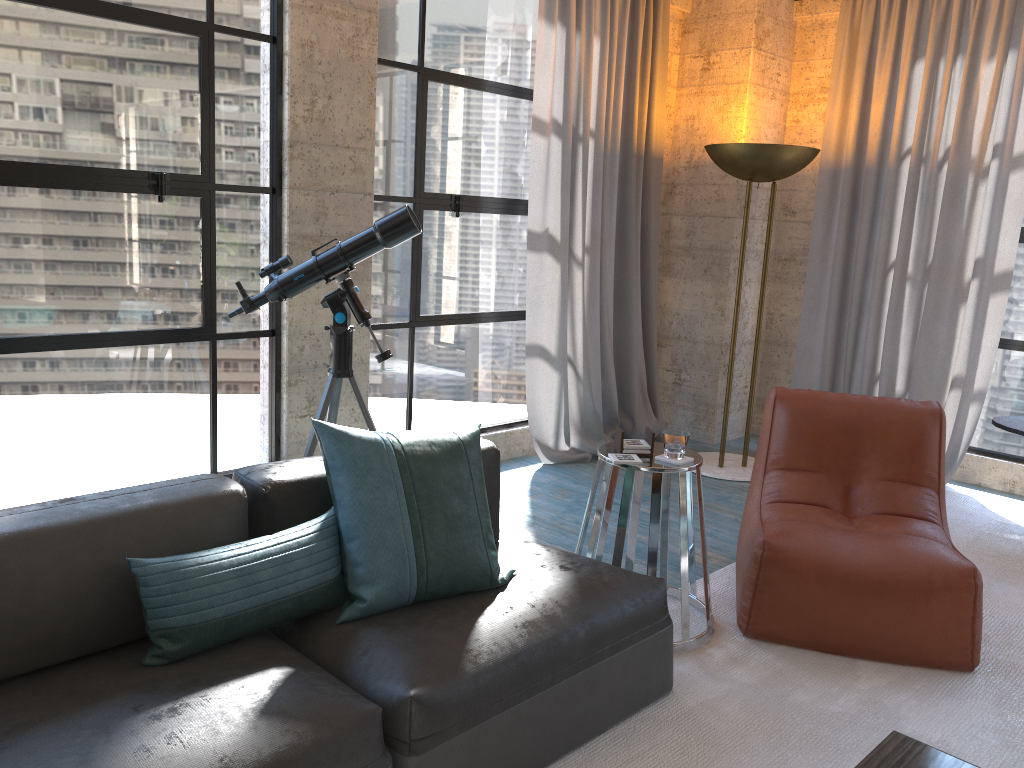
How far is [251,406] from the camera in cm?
396

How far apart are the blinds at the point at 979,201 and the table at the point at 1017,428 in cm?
53

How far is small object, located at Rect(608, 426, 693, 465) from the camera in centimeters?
291cm

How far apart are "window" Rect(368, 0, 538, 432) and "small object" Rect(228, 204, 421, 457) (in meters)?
0.83

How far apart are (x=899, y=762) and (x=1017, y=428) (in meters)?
2.85

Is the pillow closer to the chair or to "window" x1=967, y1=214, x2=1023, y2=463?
the chair

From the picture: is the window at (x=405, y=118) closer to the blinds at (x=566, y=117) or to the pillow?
the blinds at (x=566, y=117)

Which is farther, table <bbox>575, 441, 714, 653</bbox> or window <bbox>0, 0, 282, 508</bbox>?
window <bbox>0, 0, 282, 508</bbox>

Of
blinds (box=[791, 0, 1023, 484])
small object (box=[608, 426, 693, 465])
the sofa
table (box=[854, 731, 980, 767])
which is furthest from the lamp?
table (box=[854, 731, 980, 767])

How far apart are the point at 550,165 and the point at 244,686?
3.6 meters
